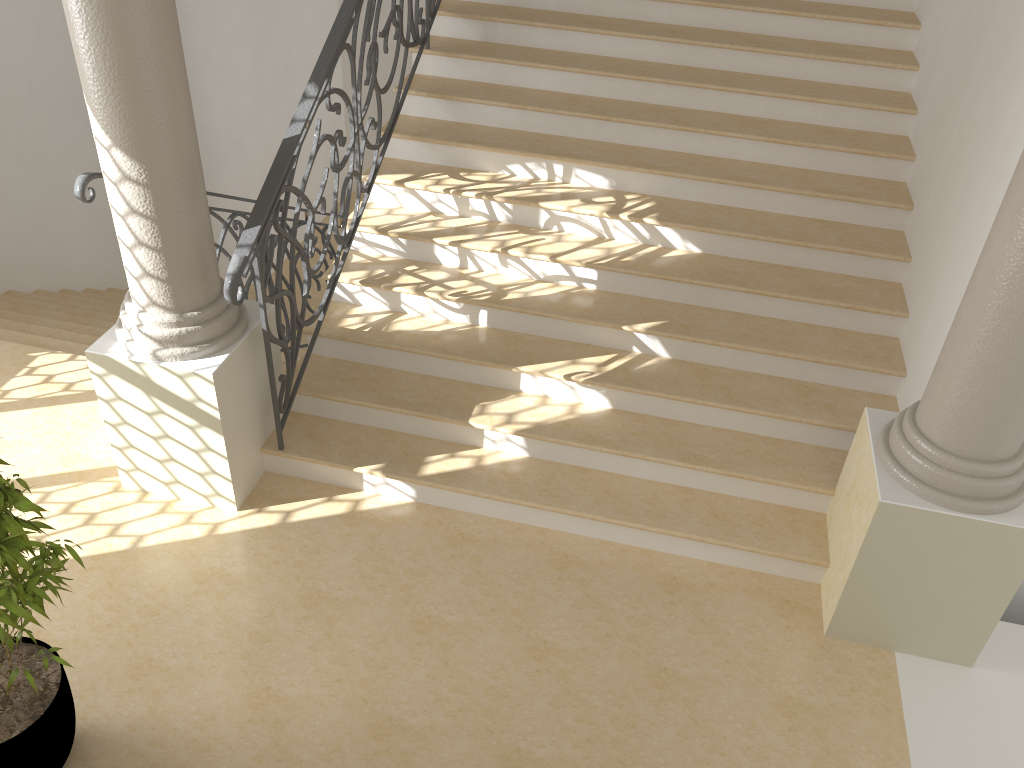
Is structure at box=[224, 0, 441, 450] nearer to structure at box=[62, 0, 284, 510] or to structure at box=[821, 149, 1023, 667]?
structure at box=[62, 0, 284, 510]

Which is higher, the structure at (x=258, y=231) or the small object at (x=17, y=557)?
the structure at (x=258, y=231)

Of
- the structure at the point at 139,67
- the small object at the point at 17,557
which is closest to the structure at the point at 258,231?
the structure at the point at 139,67

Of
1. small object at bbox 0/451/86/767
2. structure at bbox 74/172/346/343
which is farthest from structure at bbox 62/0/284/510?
small object at bbox 0/451/86/767

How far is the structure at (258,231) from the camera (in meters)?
3.63

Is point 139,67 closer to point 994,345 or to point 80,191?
point 80,191

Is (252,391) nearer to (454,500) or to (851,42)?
(454,500)

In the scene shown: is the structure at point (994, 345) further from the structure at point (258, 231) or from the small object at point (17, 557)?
the small object at point (17, 557)

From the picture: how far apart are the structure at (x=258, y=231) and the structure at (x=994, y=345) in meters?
2.6 m

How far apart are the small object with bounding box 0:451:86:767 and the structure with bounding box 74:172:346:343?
1.5 meters
